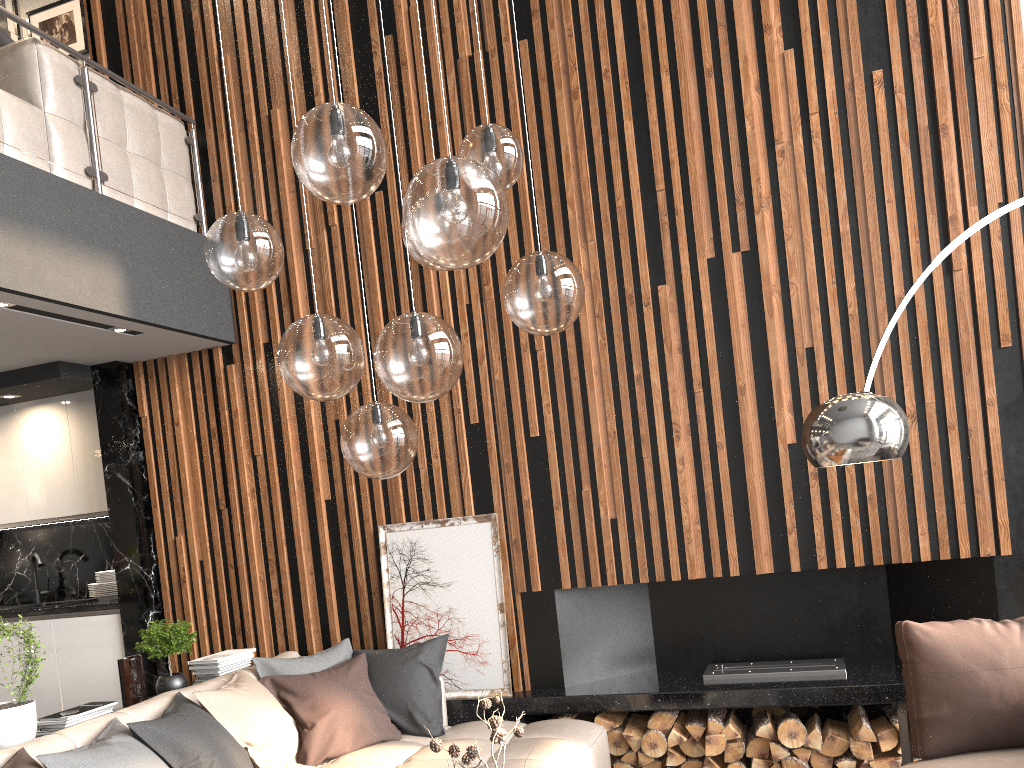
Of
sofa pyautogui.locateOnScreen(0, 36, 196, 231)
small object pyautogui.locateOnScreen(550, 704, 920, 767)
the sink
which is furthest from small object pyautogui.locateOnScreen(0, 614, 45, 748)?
the sink

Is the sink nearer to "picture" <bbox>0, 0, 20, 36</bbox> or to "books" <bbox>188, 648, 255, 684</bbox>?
"books" <bbox>188, 648, 255, 684</bbox>

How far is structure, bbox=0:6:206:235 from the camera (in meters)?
4.21

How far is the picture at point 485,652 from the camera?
4.6m

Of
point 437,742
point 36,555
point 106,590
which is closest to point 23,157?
point 106,590

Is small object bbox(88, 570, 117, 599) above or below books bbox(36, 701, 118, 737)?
above

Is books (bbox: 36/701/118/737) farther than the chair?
Yes

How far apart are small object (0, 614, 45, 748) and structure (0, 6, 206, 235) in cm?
221

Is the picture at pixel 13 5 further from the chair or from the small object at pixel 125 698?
the chair

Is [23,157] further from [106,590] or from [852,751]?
[852,751]
